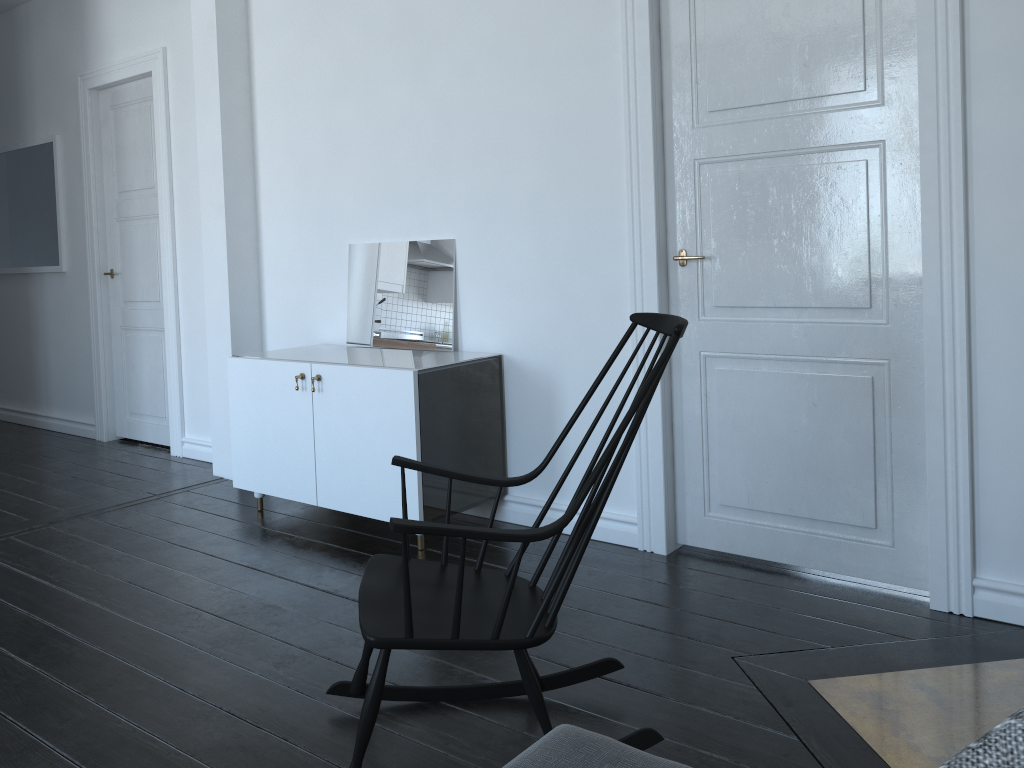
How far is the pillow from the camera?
0.7 meters

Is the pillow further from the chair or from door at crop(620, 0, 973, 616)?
door at crop(620, 0, 973, 616)

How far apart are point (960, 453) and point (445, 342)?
2.1 meters

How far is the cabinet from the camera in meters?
3.5 m

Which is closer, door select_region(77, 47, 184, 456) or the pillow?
the pillow

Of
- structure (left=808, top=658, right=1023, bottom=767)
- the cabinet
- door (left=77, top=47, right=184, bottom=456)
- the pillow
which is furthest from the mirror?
the pillow

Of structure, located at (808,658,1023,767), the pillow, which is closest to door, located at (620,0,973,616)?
structure, located at (808,658,1023,767)

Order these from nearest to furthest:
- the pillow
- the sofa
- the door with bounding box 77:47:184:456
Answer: the pillow
the sofa
the door with bounding box 77:47:184:456

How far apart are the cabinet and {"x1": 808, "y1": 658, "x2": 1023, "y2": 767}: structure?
1.6 meters

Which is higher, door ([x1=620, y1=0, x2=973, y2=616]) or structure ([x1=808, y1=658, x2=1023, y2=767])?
door ([x1=620, y1=0, x2=973, y2=616])
